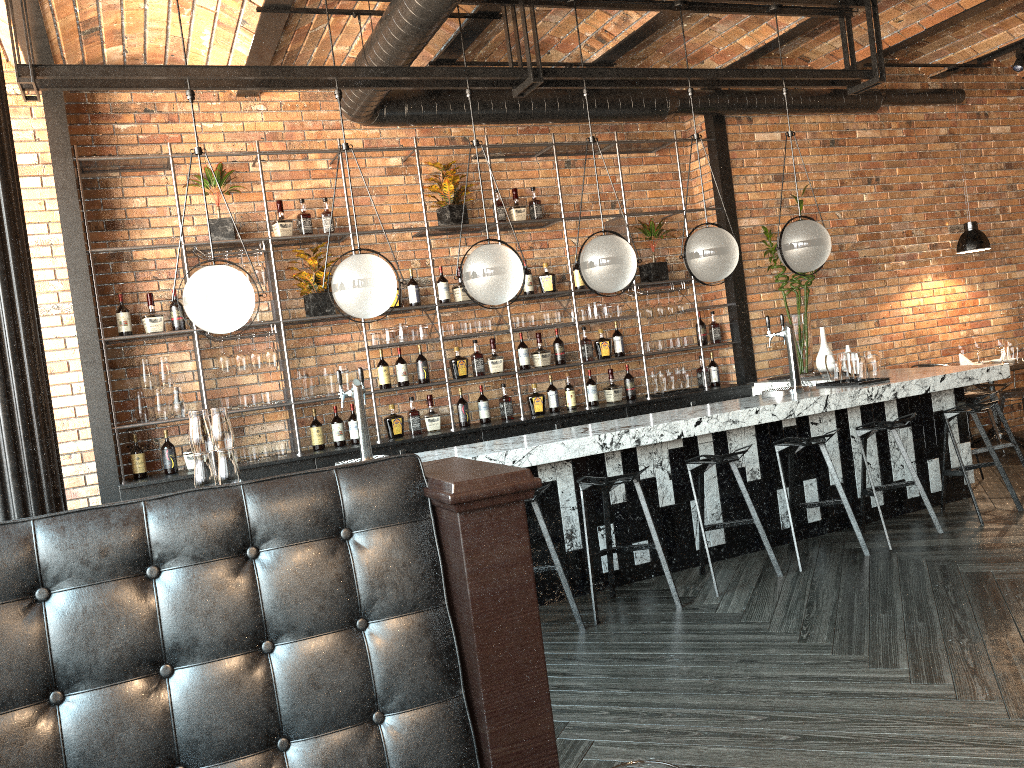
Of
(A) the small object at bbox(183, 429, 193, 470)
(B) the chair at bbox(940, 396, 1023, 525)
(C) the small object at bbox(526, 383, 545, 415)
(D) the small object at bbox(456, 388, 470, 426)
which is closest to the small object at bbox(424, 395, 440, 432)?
(D) the small object at bbox(456, 388, 470, 426)

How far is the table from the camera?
7.53m

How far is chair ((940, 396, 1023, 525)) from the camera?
5.44m

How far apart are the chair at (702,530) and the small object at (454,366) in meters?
2.3 m

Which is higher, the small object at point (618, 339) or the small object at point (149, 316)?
the small object at point (149, 316)

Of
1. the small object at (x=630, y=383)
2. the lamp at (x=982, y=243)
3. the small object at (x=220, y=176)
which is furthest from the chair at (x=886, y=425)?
the small object at (x=220, y=176)

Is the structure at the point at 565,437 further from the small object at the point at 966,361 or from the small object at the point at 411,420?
the small object at the point at 966,361

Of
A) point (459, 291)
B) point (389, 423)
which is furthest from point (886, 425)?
point (389, 423)

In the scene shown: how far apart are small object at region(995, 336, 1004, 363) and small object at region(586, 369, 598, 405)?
3.7 meters

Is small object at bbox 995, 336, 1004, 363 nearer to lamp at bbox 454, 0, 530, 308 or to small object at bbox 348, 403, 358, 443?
lamp at bbox 454, 0, 530, 308
